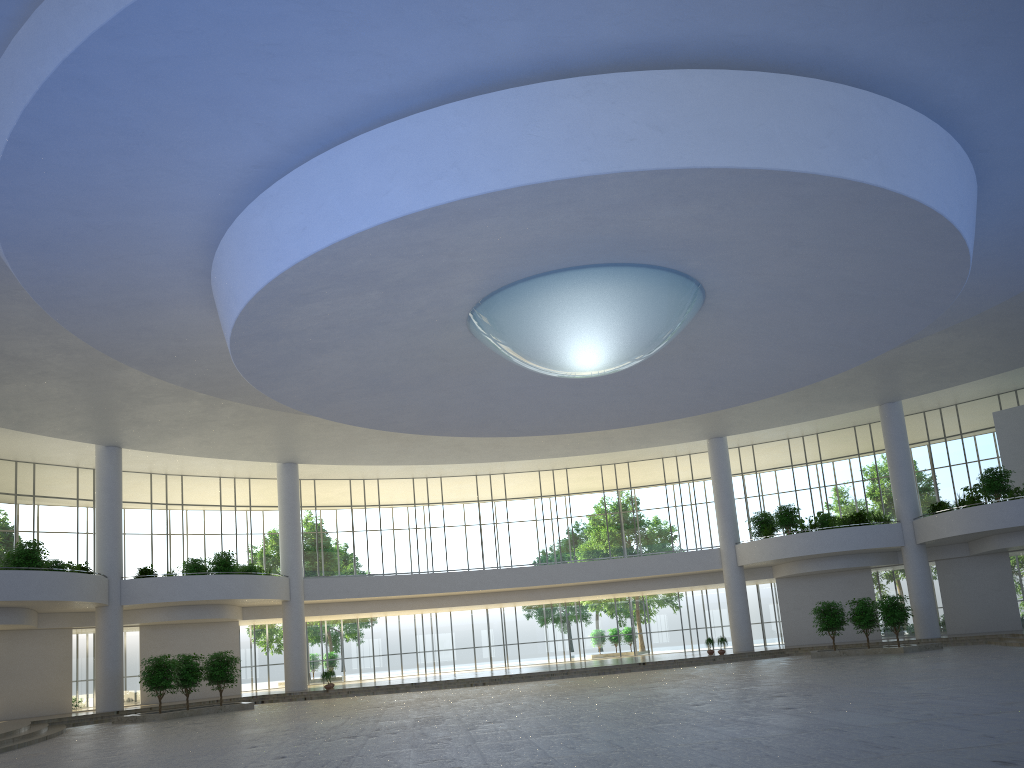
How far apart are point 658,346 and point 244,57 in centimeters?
2530cm
